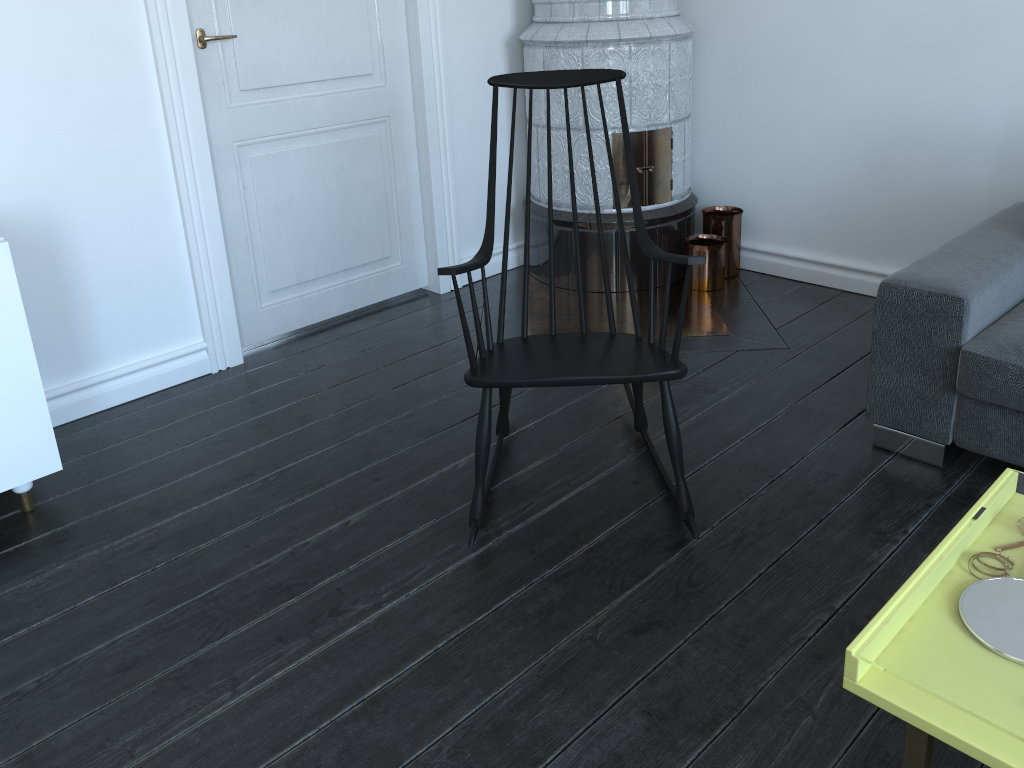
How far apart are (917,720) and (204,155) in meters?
2.6 m

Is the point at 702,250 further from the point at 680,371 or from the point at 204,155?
the point at 204,155

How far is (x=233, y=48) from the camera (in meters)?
2.92

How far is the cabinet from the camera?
2.1m

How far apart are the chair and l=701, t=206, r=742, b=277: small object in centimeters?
136cm

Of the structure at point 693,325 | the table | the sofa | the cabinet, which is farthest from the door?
the table

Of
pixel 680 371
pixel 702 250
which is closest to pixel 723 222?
pixel 702 250

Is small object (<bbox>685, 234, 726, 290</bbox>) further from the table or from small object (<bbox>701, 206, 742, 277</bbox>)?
the table

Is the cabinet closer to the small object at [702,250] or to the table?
the table

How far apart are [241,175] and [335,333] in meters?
0.7 m
